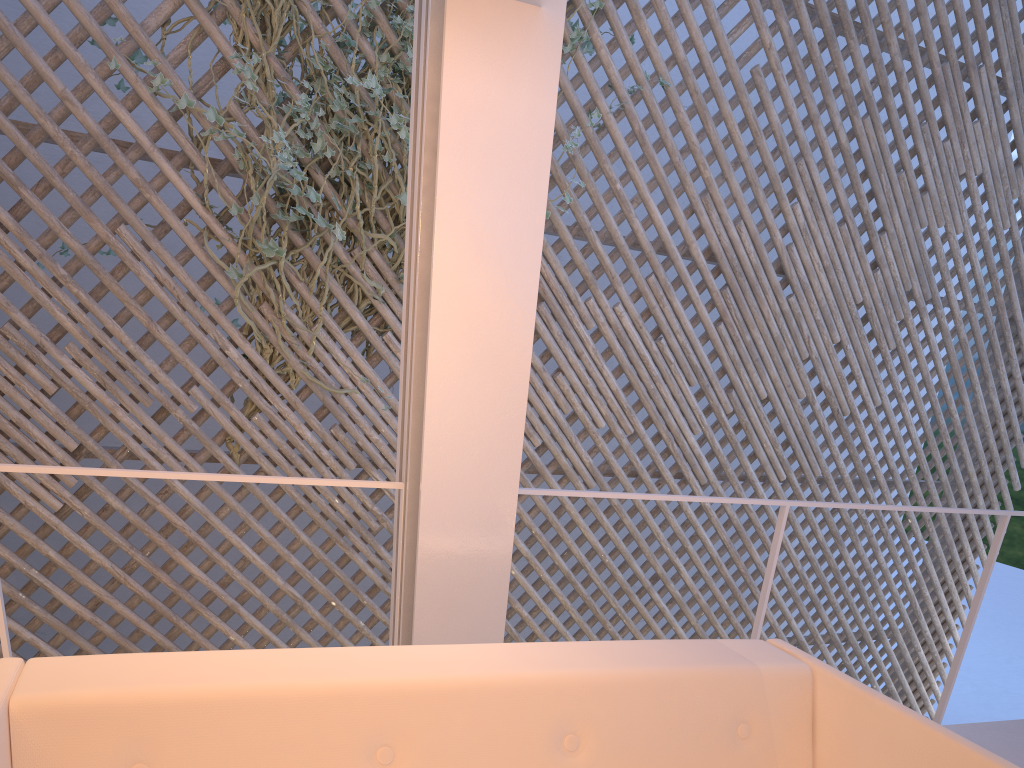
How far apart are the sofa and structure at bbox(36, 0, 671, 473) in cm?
168

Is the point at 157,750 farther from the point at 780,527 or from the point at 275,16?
the point at 275,16

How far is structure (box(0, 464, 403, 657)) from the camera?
1.12m

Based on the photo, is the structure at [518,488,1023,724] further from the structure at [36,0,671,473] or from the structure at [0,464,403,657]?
the structure at [36,0,671,473]

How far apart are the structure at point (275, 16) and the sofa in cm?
168

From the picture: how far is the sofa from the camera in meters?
0.8

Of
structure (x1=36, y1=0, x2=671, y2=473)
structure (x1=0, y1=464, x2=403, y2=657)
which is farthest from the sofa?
structure (x1=36, y1=0, x2=671, y2=473)

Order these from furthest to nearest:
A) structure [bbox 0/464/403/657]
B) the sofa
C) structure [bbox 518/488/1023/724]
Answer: structure [bbox 518/488/1023/724] → structure [bbox 0/464/403/657] → the sofa

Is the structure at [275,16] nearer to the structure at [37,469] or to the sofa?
the structure at [37,469]

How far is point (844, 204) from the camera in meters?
3.5 m
